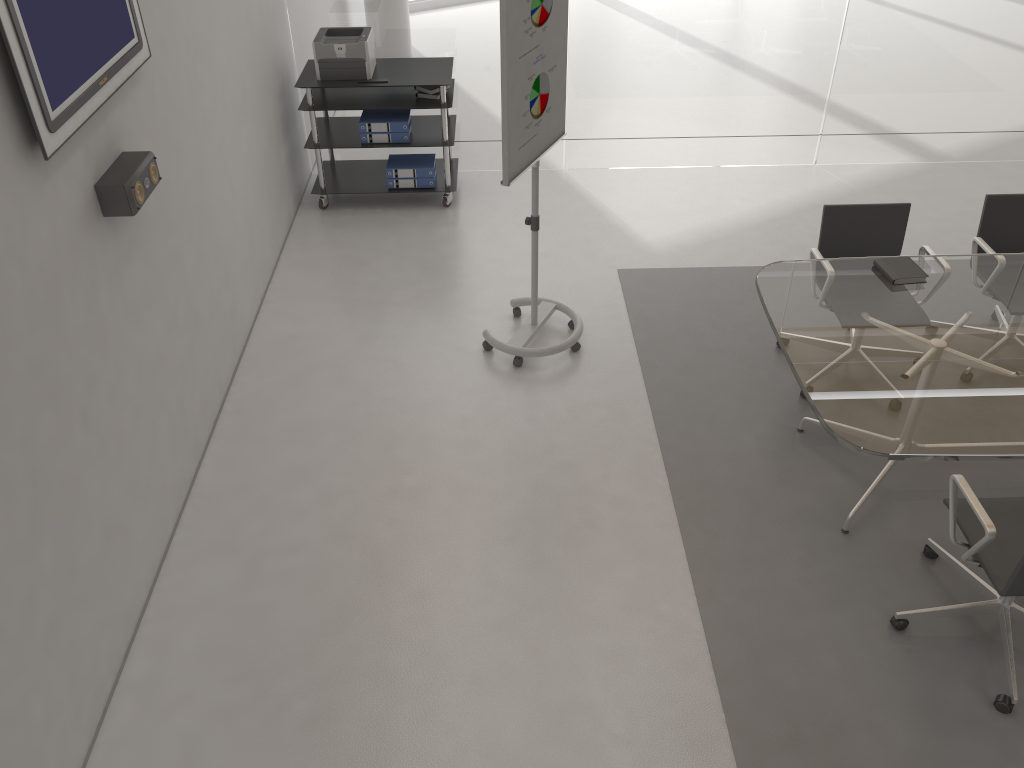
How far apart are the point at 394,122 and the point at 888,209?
3.1 meters

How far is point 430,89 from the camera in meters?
5.7

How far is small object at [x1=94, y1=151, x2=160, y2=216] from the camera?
3.0m

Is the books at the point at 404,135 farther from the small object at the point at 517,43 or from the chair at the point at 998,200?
the chair at the point at 998,200

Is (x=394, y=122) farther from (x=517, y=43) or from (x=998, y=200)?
(x=998, y=200)

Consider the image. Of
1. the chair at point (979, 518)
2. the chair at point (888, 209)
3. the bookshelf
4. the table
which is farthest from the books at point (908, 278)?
the bookshelf

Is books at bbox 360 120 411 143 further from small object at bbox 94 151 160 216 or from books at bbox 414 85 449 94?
small object at bbox 94 151 160 216

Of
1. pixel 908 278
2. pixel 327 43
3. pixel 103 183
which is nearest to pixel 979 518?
pixel 908 278

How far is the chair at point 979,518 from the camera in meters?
2.8

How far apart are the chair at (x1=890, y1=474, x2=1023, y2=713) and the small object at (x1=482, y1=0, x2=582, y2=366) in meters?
1.9
